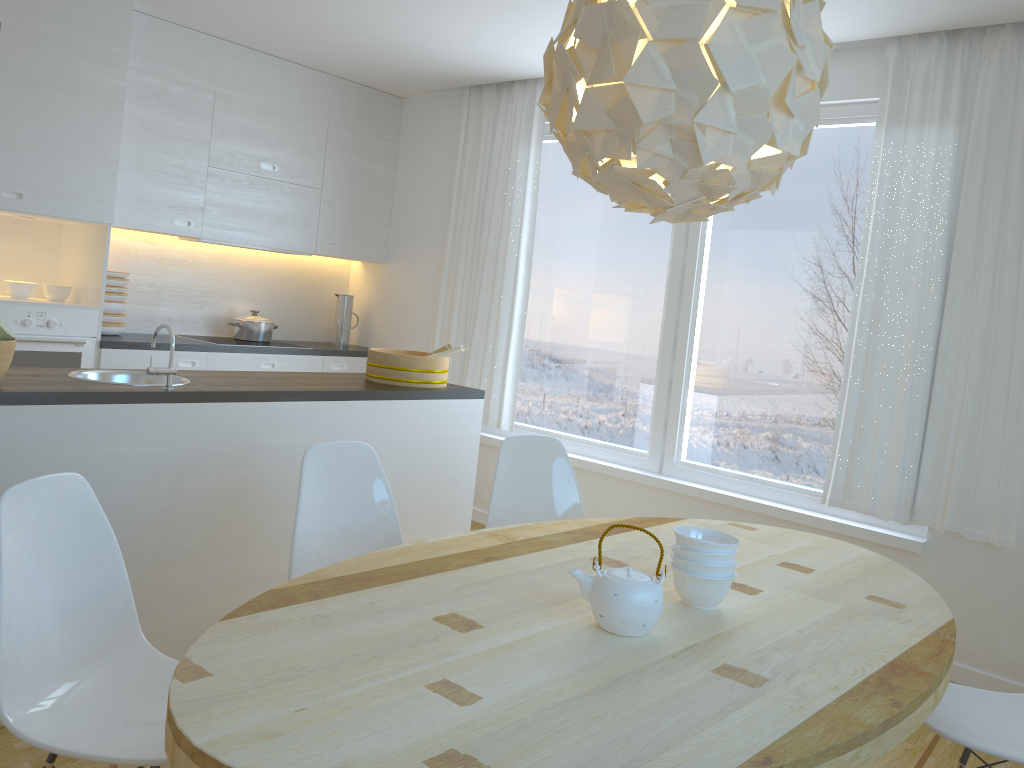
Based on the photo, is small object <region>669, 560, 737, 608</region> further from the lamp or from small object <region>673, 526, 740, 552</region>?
the lamp

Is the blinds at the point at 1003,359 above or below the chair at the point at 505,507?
above

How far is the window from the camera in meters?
4.2

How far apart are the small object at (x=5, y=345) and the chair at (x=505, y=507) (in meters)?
1.57

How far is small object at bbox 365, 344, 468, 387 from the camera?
3.91m

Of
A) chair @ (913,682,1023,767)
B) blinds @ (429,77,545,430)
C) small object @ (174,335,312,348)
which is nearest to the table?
chair @ (913,682,1023,767)

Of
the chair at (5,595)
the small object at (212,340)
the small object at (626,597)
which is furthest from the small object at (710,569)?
the small object at (212,340)

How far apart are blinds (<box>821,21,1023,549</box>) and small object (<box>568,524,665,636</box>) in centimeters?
232cm

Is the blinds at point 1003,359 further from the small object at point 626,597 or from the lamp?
the small object at point 626,597

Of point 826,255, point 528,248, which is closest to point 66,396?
point 528,248
